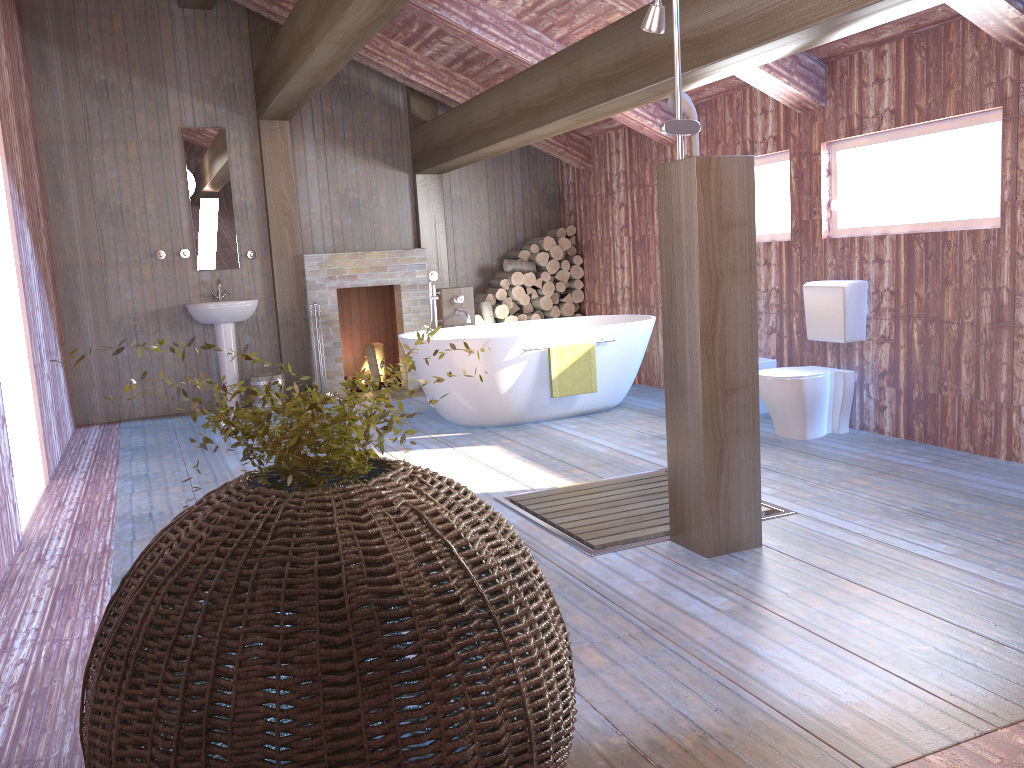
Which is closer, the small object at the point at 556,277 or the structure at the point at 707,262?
the structure at the point at 707,262

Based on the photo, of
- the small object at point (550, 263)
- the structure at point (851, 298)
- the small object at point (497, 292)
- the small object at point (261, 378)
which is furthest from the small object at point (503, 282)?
the structure at point (851, 298)

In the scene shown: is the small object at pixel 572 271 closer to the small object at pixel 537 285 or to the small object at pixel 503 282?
the small object at pixel 537 285

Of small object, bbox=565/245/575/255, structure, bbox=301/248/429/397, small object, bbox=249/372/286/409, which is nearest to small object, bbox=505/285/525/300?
small object, bbox=565/245/575/255

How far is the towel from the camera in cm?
602

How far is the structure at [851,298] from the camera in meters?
5.2

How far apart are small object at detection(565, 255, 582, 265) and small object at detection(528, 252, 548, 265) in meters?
0.3 m

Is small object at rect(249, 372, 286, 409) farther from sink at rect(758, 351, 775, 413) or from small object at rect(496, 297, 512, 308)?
sink at rect(758, 351, 775, 413)

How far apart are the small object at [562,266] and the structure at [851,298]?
3.3m

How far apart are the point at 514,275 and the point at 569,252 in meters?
0.7
